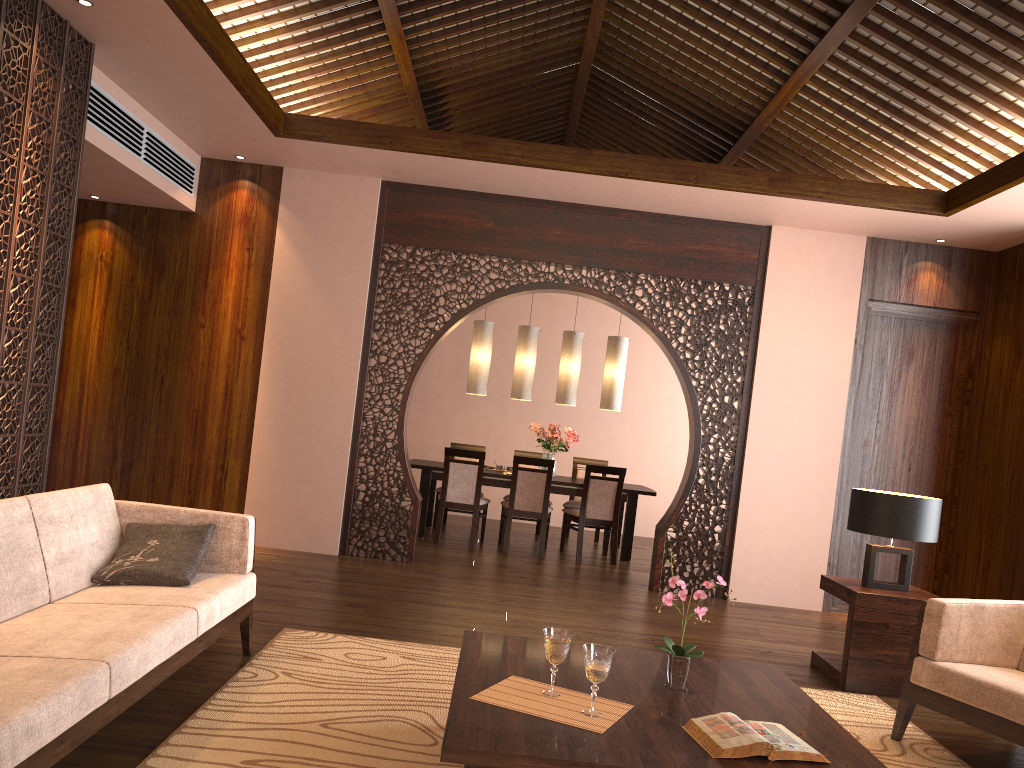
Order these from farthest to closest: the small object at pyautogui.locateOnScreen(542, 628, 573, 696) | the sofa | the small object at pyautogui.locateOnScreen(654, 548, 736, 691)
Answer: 1. the small object at pyautogui.locateOnScreen(654, 548, 736, 691)
2. the small object at pyautogui.locateOnScreen(542, 628, 573, 696)
3. the sofa

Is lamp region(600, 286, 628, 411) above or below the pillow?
A: above

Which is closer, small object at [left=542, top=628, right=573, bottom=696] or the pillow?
small object at [left=542, top=628, right=573, bottom=696]

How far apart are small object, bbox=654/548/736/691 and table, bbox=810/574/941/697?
1.84m

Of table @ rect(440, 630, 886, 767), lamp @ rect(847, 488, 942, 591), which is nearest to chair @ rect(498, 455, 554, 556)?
lamp @ rect(847, 488, 942, 591)

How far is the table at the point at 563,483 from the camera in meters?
7.9

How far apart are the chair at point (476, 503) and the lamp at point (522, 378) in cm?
87

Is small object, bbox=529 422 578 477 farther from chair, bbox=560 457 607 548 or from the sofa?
the sofa

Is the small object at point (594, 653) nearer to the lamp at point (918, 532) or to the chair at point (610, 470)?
the lamp at point (918, 532)

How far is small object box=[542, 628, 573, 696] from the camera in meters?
2.6 m
